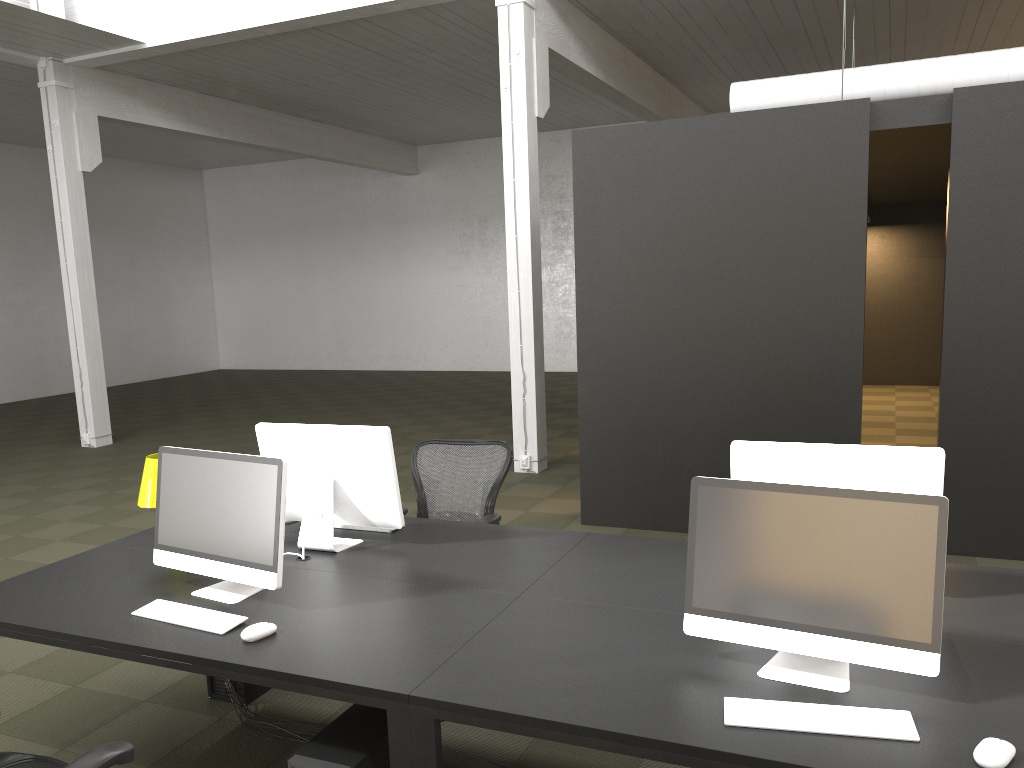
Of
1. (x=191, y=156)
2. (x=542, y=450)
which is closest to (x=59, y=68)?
(x=542, y=450)

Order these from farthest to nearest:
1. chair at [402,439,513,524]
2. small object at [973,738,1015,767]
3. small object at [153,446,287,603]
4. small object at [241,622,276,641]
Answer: chair at [402,439,513,524]
small object at [153,446,287,603]
small object at [241,622,276,641]
small object at [973,738,1015,767]

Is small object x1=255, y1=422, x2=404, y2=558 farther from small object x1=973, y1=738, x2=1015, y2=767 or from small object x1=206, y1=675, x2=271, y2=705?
small object x1=973, y1=738, x2=1015, y2=767

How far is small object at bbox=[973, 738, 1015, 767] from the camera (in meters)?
1.92

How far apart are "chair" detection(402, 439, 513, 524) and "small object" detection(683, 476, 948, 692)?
1.9 meters

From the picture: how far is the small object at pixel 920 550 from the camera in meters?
2.2 m

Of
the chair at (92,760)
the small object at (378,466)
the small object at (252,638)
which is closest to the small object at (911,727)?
the small object at (252,638)

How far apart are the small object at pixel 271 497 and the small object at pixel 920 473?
1.52m

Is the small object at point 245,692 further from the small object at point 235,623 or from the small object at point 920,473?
the small object at point 920,473

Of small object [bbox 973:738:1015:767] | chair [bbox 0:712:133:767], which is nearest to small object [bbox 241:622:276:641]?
chair [bbox 0:712:133:767]
